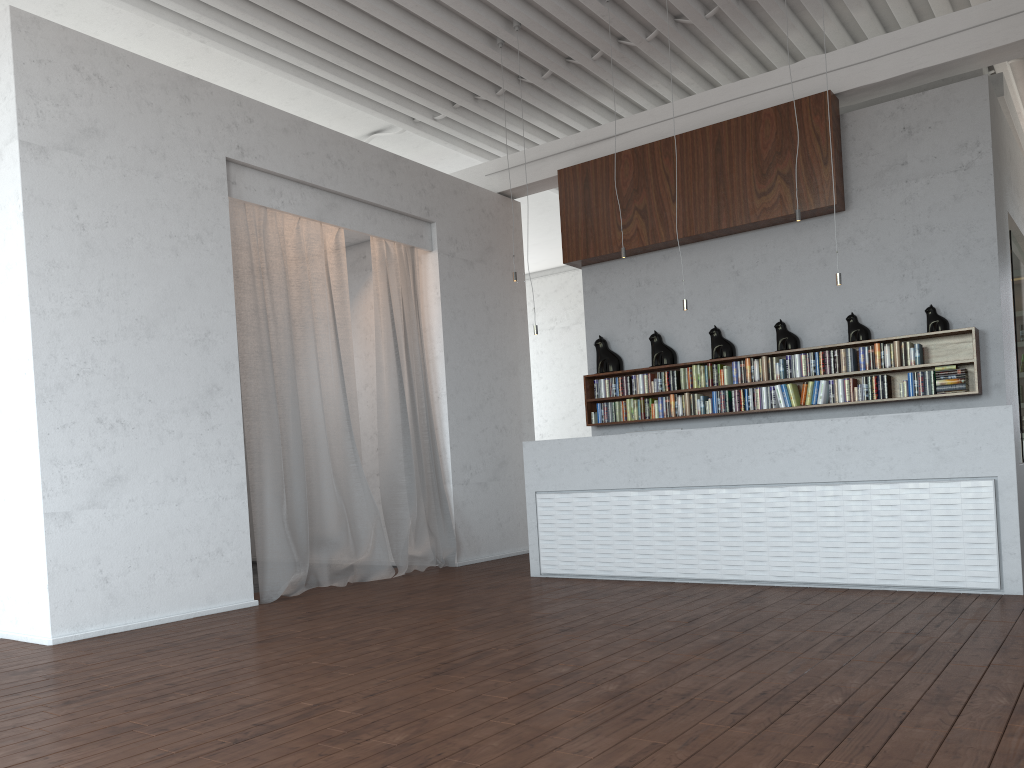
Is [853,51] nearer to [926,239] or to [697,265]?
[926,239]

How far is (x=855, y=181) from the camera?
7.7m
